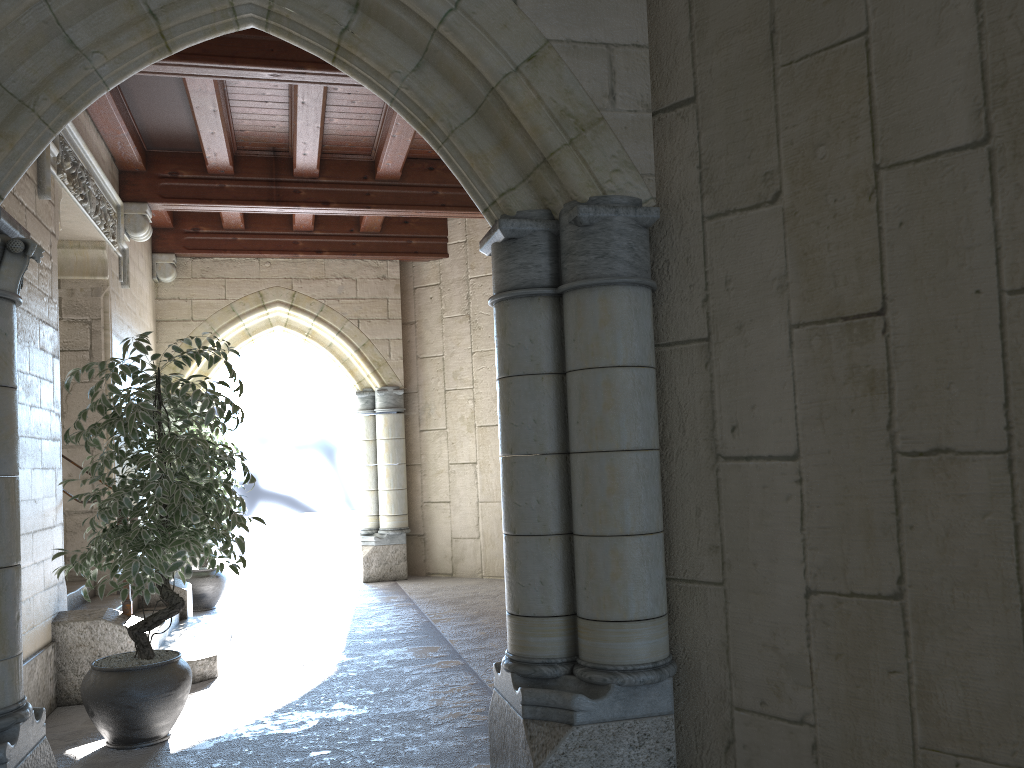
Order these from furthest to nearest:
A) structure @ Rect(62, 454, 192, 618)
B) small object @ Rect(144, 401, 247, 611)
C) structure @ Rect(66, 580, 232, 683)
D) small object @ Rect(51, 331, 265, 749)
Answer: small object @ Rect(144, 401, 247, 611)
structure @ Rect(62, 454, 192, 618)
structure @ Rect(66, 580, 232, 683)
small object @ Rect(51, 331, 265, 749)

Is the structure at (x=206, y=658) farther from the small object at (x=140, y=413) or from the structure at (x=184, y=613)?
the small object at (x=140, y=413)

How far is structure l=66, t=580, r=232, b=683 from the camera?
4.42m

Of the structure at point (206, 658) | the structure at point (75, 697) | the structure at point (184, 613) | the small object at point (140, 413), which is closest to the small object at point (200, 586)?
the structure at point (184, 613)

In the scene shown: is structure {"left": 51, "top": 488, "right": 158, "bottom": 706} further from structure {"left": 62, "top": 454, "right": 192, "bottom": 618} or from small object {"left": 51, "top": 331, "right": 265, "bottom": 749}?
structure {"left": 62, "top": 454, "right": 192, "bottom": 618}

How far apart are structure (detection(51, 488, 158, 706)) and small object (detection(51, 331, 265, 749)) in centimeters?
46cm

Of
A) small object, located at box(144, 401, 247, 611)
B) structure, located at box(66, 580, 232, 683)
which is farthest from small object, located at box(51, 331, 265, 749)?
small object, located at box(144, 401, 247, 611)

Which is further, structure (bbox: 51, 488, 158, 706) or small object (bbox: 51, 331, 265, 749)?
structure (bbox: 51, 488, 158, 706)

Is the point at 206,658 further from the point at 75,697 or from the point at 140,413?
the point at 140,413

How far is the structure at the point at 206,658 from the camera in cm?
442
